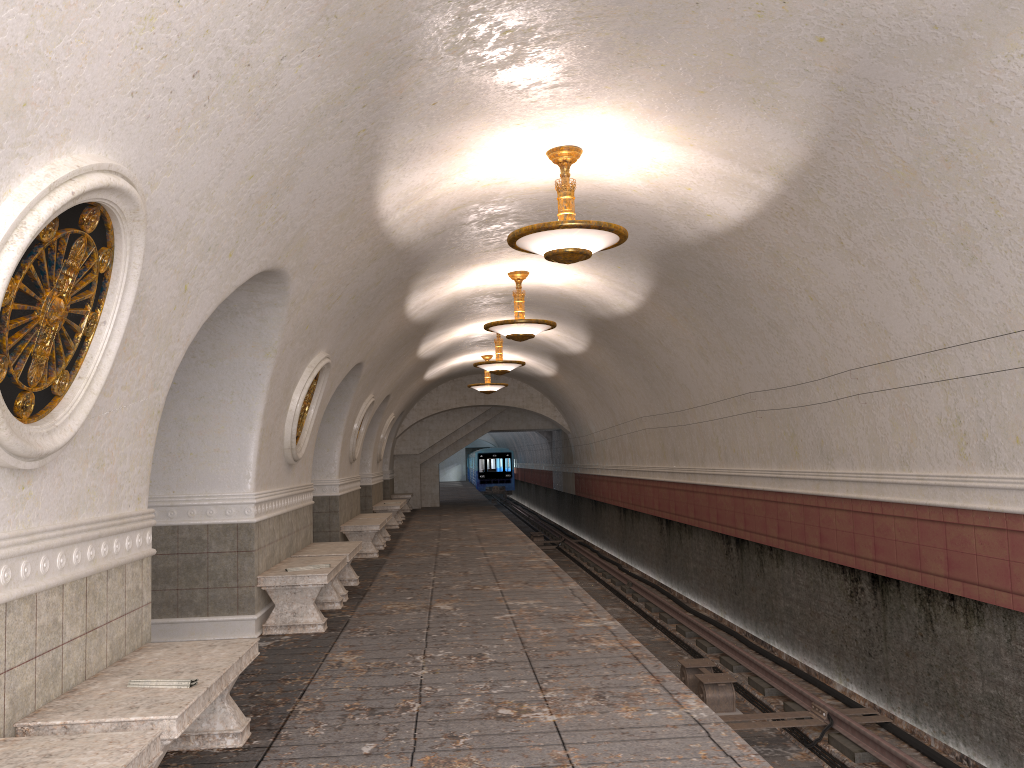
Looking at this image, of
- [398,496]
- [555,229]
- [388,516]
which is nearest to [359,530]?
[388,516]

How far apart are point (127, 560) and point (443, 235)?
5.4 meters

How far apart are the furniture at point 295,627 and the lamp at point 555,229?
3.26m

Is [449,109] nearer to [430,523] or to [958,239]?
[958,239]

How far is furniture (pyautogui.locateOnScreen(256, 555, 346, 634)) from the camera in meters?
7.7

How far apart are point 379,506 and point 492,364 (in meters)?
4.99

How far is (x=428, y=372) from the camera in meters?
21.2 m

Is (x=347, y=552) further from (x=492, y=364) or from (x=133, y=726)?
(x=492, y=364)

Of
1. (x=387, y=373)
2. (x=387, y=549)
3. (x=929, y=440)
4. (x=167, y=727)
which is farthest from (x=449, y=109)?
(x=387, y=549)

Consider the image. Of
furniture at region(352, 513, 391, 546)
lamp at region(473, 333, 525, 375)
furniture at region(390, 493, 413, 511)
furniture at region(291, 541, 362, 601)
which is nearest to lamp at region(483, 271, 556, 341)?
furniture at region(291, 541, 362, 601)
